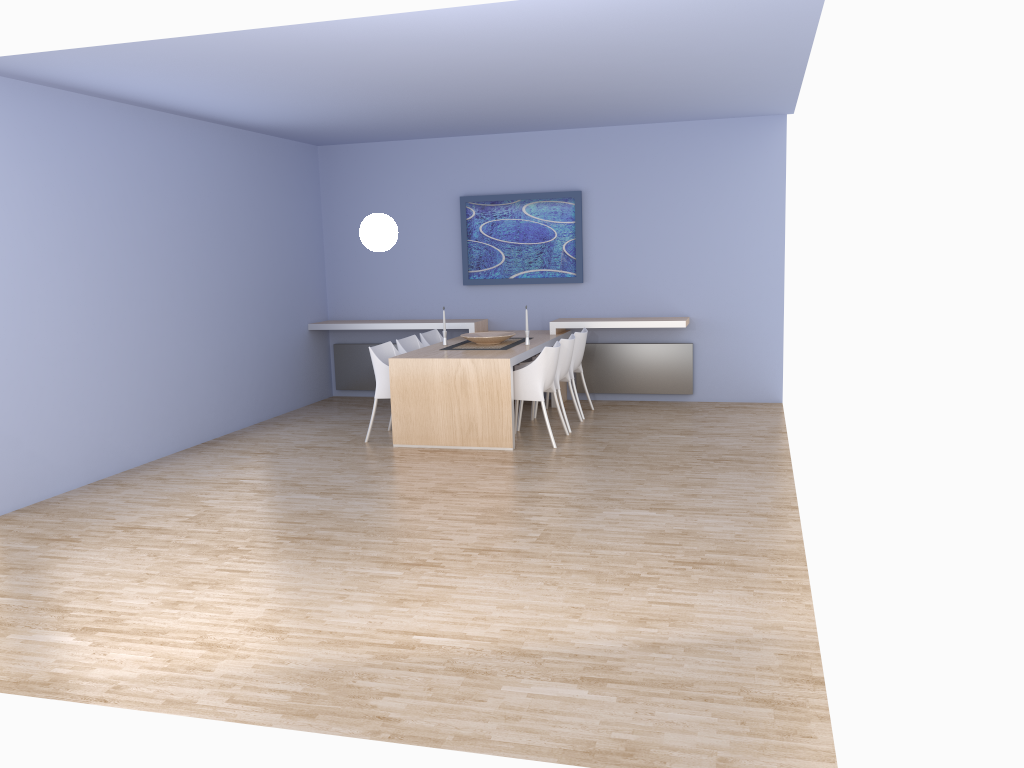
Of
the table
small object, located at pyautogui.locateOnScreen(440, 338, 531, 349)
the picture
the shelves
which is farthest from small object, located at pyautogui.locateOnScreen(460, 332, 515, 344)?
the picture

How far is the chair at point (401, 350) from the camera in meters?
7.8

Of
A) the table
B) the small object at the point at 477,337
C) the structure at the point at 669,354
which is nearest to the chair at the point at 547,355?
the table

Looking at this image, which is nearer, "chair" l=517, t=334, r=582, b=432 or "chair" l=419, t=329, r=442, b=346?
"chair" l=517, t=334, r=582, b=432

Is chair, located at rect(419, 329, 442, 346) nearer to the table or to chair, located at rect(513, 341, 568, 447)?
the table

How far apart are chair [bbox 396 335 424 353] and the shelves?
0.72m

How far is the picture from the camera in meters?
8.8

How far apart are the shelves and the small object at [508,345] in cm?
68

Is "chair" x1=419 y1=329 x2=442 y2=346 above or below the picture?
below

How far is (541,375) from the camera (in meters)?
6.91
